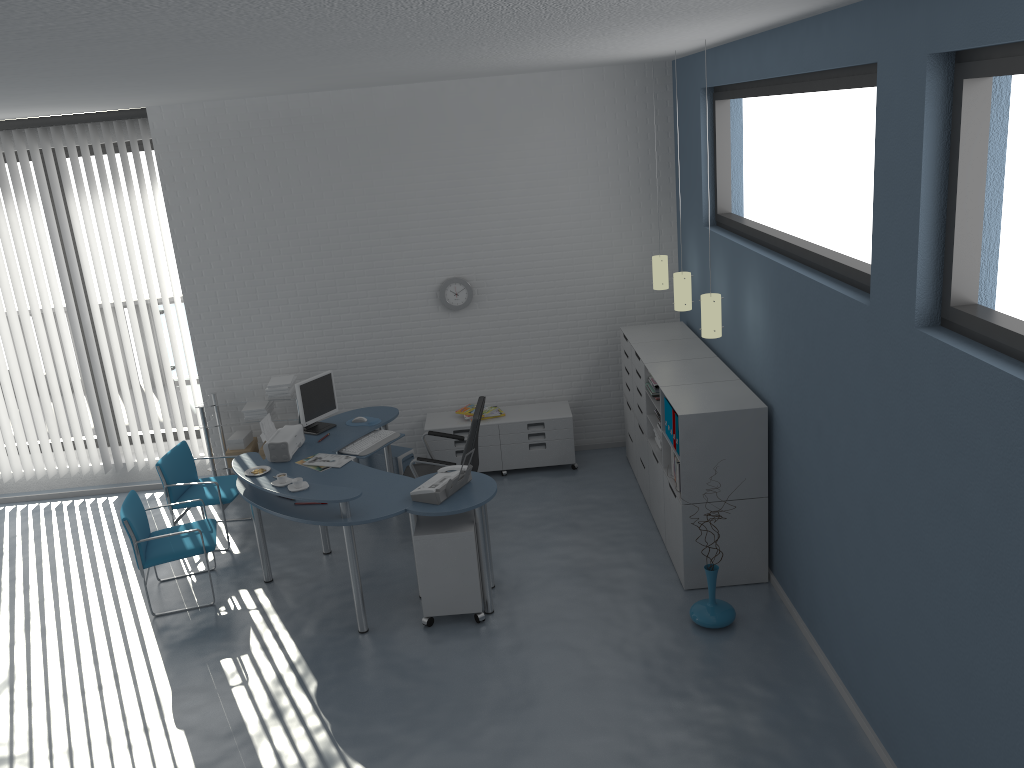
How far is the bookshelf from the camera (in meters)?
5.19

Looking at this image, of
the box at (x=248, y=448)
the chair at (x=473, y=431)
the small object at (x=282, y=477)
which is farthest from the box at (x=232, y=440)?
the small object at (x=282, y=477)

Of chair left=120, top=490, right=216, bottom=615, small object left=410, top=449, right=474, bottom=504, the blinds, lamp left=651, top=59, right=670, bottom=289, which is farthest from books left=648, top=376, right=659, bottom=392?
the blinds

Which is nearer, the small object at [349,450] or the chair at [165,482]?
the small object at [349,450]

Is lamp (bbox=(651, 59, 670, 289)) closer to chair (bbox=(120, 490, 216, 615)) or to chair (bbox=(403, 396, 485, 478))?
chair (bbox=(403, 396, 485, 478))

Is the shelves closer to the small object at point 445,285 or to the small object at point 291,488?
the small object at point 445,285

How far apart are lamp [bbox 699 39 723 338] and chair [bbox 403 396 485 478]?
1.65m

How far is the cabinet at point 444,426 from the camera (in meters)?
7.35

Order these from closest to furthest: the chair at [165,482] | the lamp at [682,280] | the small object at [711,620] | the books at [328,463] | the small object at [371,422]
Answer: the small object at [711,620], the books at [328,463], the lamp at [682,280], the chair at [165,482], the small object at [371,422]

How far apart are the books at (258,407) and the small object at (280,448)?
1.1m
